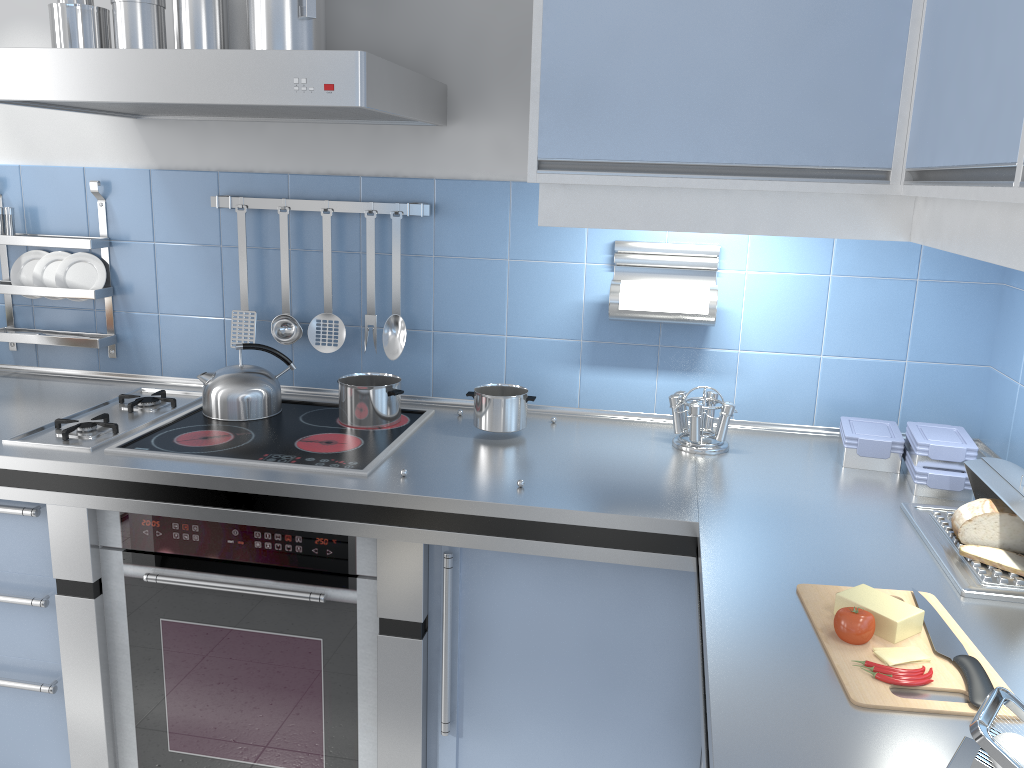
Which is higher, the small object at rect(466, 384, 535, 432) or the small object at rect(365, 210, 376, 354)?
the small object at rect(365, 210, 376, 354)

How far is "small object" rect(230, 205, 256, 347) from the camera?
2.3m

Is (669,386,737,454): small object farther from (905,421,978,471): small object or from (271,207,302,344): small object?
(271,207,302,344): small object

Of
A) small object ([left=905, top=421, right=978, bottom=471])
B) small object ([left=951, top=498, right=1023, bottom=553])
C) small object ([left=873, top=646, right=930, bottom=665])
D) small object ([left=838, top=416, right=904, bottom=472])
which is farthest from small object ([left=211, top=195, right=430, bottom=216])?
small object ([left=873, top=646, right=930, bottom=665])

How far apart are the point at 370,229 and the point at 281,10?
0.67m

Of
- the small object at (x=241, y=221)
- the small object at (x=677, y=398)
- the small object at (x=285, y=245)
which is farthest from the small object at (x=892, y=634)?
the small object at (x=241, y=221)

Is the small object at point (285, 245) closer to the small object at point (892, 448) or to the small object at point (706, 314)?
the small object at point (706, 314)

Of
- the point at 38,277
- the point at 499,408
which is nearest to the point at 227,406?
the point at 499,408

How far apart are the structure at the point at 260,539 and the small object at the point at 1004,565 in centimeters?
112cm

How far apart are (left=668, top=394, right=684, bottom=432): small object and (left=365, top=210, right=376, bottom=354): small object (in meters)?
0.81
